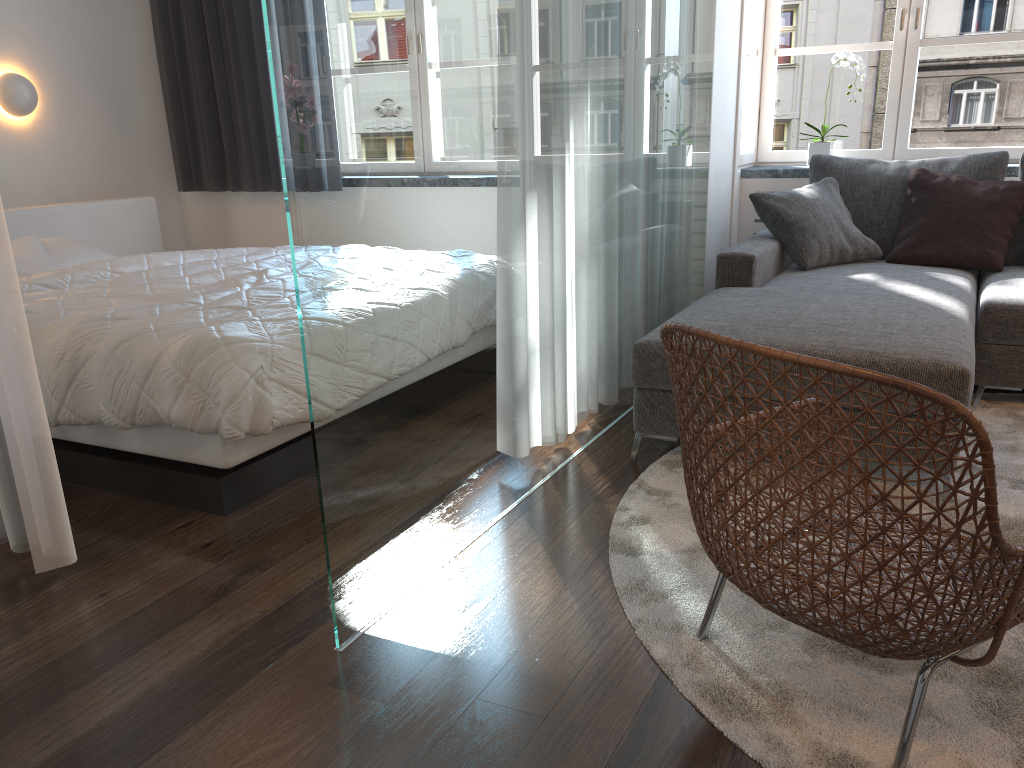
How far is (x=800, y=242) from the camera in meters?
3.8

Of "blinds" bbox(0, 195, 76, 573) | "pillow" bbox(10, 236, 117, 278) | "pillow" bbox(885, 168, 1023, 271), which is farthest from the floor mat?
"pillow" bbox(10, 236, 117, 278)

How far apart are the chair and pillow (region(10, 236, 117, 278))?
3.0m

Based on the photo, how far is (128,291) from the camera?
3.1m

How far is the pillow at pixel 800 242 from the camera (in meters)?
3.80

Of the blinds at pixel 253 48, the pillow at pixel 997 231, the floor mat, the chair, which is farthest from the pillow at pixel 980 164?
the blinds at pixel 253 48

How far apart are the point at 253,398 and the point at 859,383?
1.7 meters

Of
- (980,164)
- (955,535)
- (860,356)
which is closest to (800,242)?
(980,164)

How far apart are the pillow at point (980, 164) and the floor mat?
0.88m

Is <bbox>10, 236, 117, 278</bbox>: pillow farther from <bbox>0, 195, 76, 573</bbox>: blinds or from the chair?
the chair
